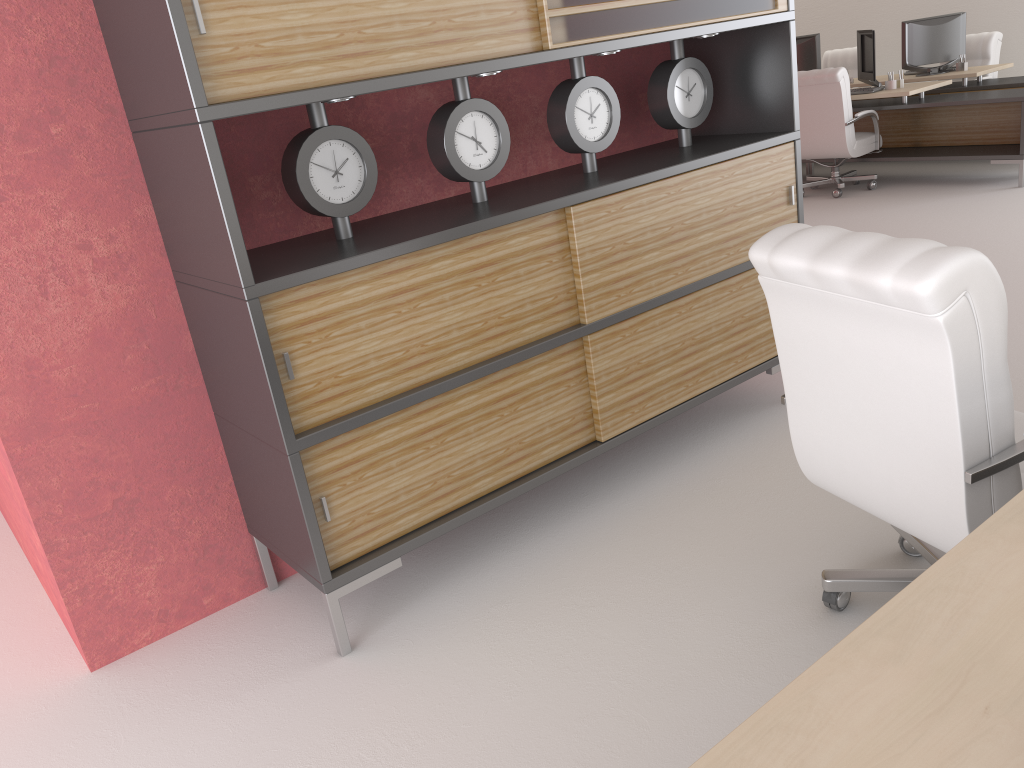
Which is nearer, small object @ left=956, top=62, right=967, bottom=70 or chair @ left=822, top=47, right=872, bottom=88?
small object @ left=956, top=62, right=967, bottom=70

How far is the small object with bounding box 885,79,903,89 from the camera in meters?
11.6 m

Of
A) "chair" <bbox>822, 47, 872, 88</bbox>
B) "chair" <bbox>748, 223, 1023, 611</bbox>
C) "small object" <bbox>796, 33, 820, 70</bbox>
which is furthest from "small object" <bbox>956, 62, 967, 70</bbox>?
"chair" <bbox>748, 223, 1023, 611</bbox>

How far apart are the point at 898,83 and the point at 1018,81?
1.66m

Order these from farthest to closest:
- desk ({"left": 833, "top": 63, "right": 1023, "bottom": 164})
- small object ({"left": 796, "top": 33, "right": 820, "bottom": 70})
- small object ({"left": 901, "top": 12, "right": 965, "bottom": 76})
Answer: small object ({"left": 796, "top": 33, "right": 820, "bottom": 70}) → small object ({"left": 901, "top": 12, "right": 965, "bottom": 76}) → desk ({"left": 833, "top": 63, "right": 1023, "bottom": 164})

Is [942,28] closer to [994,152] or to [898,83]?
[898,83]

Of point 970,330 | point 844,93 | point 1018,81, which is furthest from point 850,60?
point 970,330

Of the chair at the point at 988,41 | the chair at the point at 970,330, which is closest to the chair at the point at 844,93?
the chair at the point at 988,41

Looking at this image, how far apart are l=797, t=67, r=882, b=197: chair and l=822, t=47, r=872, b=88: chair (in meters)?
4.26

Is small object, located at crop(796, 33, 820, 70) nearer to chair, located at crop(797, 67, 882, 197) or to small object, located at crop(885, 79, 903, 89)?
small object, located at crop(885, 79, 903, 89)
